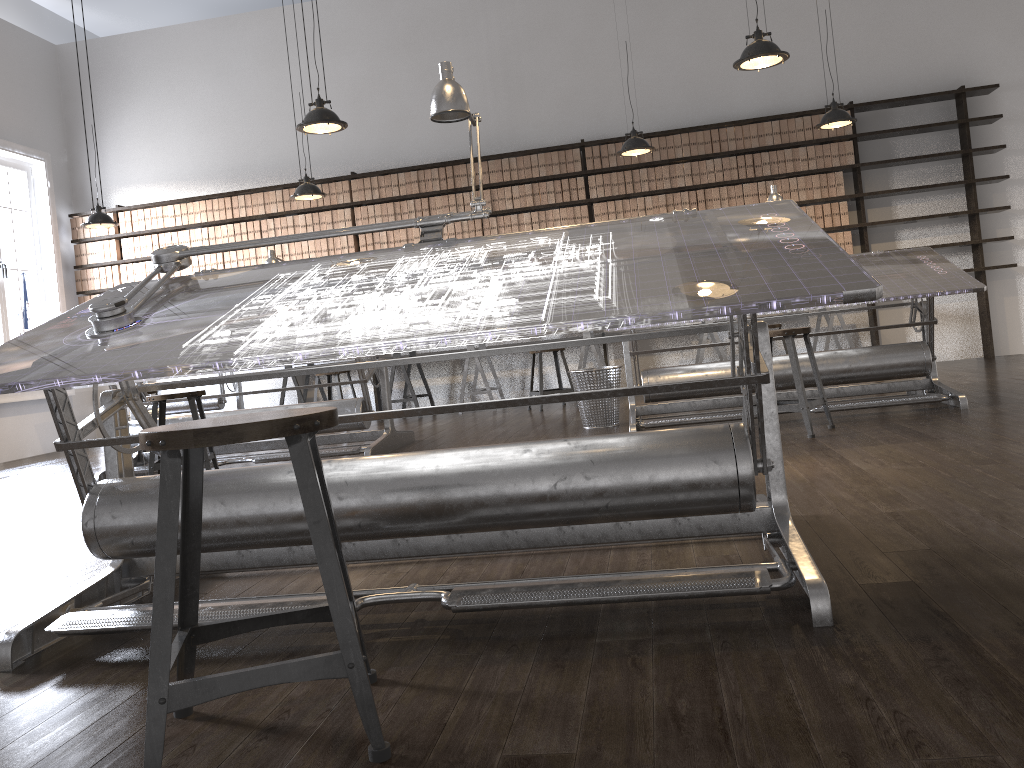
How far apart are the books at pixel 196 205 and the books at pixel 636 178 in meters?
4.4

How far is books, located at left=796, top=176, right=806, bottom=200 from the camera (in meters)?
8.11

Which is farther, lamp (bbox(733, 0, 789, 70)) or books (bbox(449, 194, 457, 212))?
books (bbox(449, 194, 457, 212))

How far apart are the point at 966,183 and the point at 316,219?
6.1m

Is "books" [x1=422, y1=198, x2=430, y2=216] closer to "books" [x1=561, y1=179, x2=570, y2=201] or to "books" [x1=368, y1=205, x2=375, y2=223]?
"books" [x1=368, y1=205, x2=375, y2=223]

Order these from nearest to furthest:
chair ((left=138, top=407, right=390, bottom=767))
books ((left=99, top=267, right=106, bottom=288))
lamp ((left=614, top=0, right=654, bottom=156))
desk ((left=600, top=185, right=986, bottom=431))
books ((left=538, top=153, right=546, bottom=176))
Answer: chair ((left=138, top=407, right=390, bottom=767)), desk ((left=600, top=185, right=986, bottom=431)), lamp ((left=614, top=0, right=654, bottom=156)), books ((left=538, top=153, right=546, bottom=176)), books ((left=99, top=267, right=106, bottom=288))

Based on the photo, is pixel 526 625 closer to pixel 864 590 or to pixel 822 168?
pixel 864 590

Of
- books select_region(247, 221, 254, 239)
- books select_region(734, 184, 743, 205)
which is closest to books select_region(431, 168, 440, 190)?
books select_region(247, 221, 254, 239)

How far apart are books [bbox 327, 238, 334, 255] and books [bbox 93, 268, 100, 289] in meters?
2.6 m

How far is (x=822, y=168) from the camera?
8.06m
